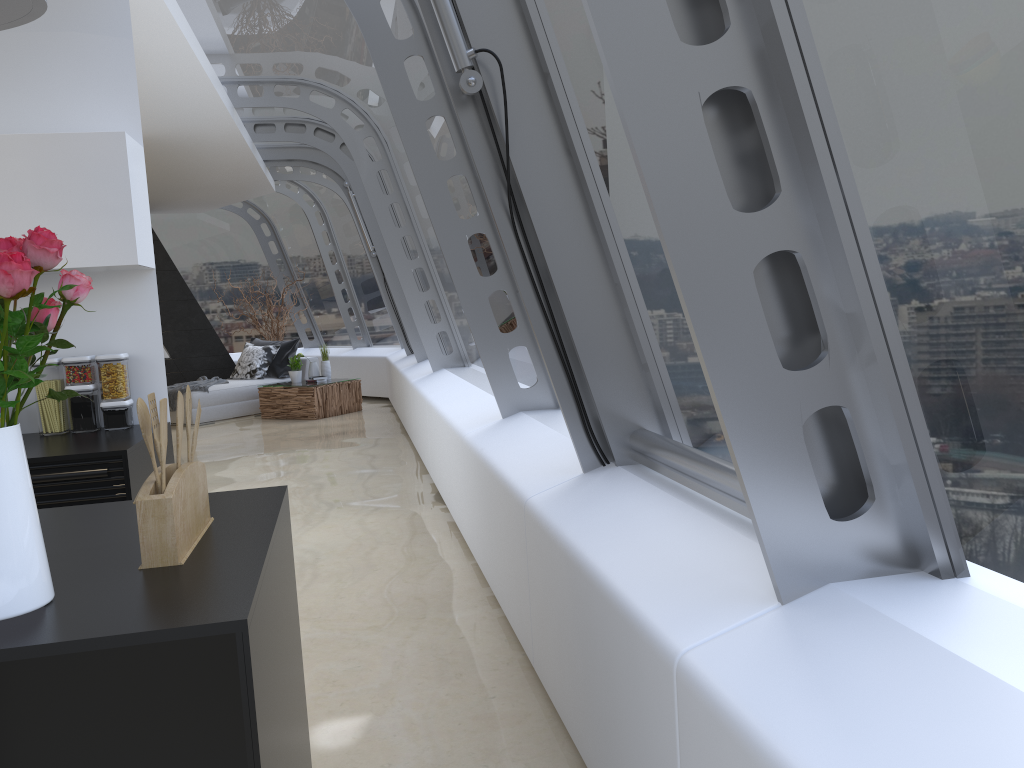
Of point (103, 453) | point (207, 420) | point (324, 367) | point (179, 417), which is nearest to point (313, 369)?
point (324, 367)

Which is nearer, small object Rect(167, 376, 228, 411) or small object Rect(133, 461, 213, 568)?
small object Rect(133, 461, 213, 568)

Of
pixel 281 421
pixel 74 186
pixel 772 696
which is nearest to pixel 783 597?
pixel 772 696

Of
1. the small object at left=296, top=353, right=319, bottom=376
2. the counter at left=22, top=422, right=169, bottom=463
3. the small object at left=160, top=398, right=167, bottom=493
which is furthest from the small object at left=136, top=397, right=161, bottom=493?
the small object at left=296, top=353, right=319, bottom=376

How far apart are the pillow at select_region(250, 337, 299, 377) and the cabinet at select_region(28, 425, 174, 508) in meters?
8.3 m

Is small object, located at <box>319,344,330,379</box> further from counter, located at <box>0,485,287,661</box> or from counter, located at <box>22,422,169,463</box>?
counter, located at <box>0,485,287,661</box>

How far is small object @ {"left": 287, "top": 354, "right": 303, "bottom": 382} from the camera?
11.31m

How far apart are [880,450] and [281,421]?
9.9 meters

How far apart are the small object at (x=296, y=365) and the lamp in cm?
953

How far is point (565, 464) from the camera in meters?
3.2 m
